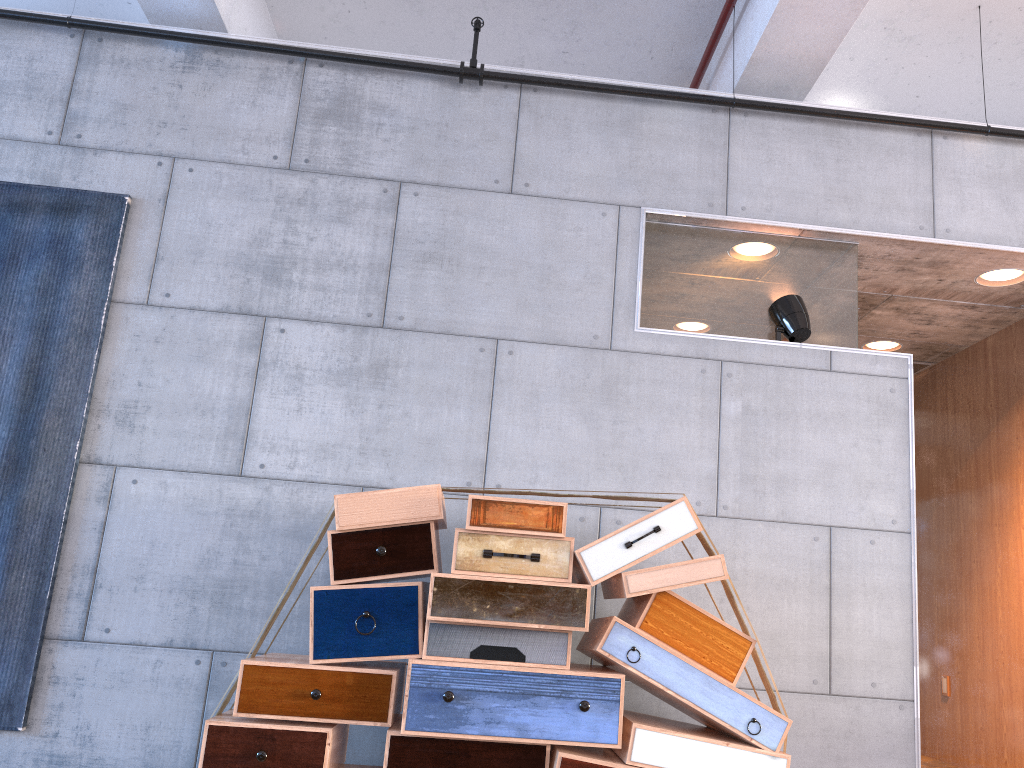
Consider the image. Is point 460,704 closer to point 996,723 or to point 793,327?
point 793,327

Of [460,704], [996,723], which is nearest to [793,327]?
[460,704]

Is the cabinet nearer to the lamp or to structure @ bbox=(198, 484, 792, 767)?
the lamp

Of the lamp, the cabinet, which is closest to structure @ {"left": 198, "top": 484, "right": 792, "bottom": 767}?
the lamp

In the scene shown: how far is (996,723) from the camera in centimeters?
486cm

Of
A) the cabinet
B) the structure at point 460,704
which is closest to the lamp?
the structure at point 460,704

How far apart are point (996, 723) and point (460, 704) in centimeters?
358cm

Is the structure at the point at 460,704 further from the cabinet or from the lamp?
the cabinet

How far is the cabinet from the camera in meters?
4.9

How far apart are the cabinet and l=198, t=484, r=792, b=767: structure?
2.5 meters
